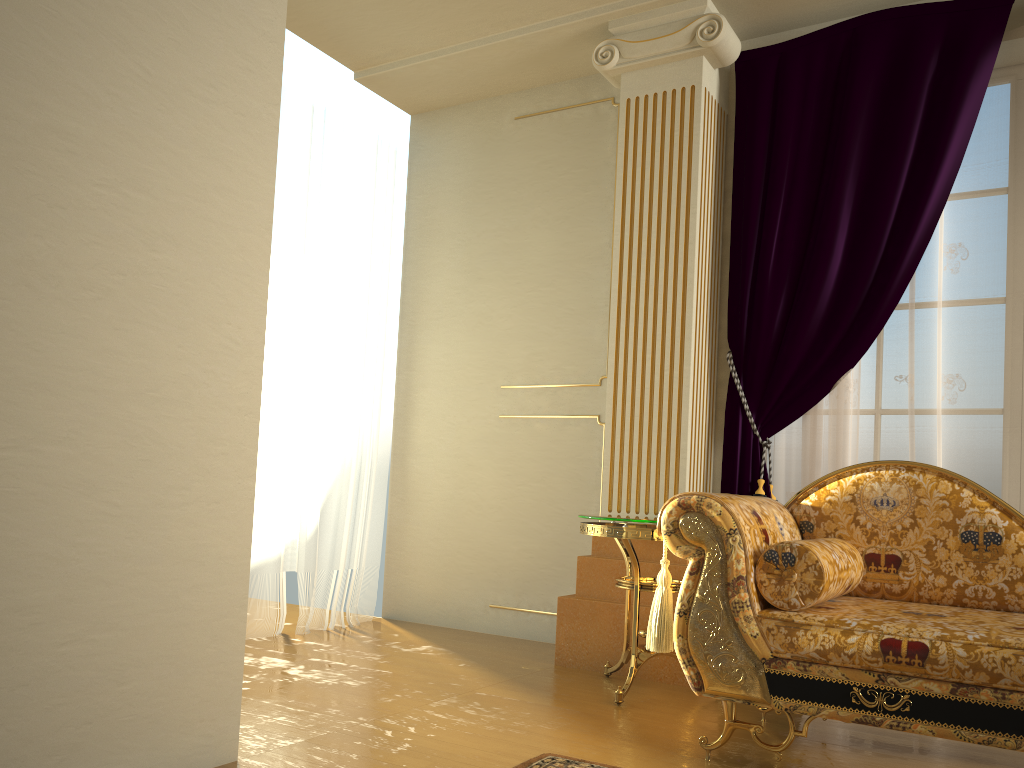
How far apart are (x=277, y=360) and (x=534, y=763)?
2.4m

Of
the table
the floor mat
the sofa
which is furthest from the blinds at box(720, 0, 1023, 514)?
the floor mat

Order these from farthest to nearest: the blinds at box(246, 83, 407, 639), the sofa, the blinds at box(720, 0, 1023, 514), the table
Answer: the blinds at box(246, 83, 407, 639) < the blinds at box(720, 0, 1023, 514) < the table < the sofa

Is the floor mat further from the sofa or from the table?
the table

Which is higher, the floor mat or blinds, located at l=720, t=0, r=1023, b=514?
blinds, located at l=720, t=0, r=1023, b=514

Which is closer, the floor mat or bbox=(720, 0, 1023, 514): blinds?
the floor mat

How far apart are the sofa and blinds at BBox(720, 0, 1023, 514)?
0.6 meters

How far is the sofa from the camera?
2.1 meters

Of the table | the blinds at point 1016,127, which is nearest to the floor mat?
the table

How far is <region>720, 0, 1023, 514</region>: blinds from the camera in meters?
3.3
